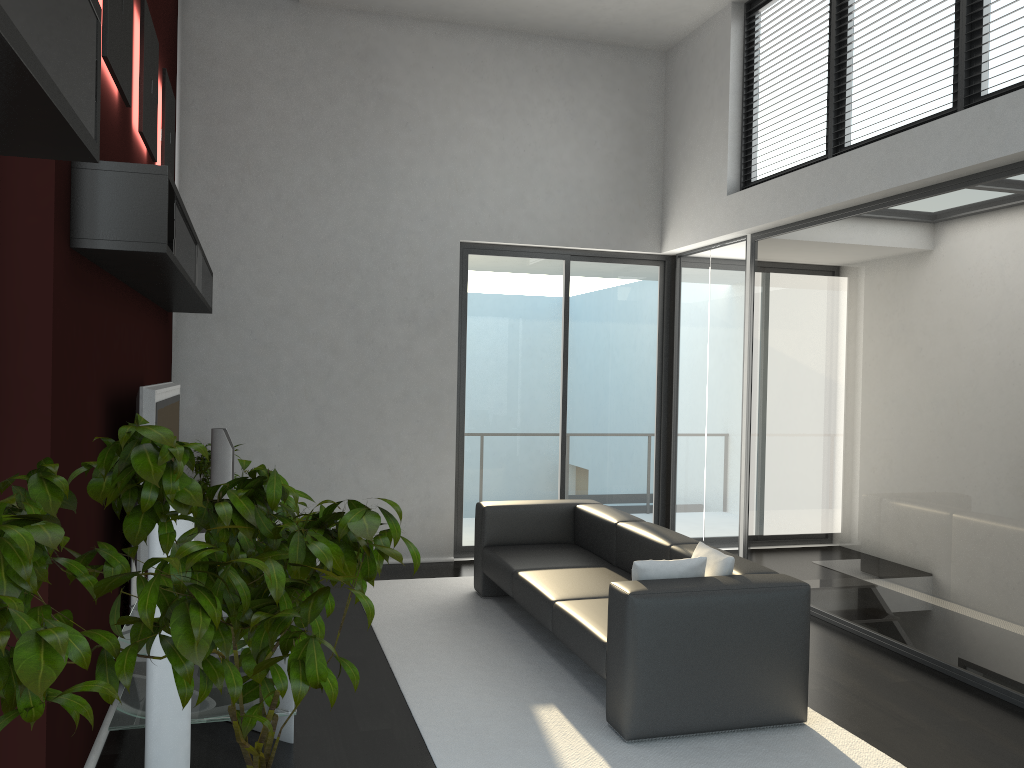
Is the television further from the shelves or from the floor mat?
the floor mat

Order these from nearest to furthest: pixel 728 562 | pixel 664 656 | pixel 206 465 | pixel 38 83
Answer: pixel 38 83 < pixel 664 656 < pixel 728 562 < pixel 206 465

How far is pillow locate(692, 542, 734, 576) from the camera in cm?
418

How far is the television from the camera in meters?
3.8

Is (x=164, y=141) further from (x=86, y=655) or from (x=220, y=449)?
(x=86, y=655)

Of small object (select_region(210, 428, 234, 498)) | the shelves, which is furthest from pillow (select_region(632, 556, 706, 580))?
small object (select_region(210, 428, 234, 498))

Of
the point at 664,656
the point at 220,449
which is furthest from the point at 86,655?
the point at 220,449

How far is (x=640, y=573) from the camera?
4.06m

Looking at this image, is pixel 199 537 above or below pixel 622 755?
above

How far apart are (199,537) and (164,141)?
2.5 meters
